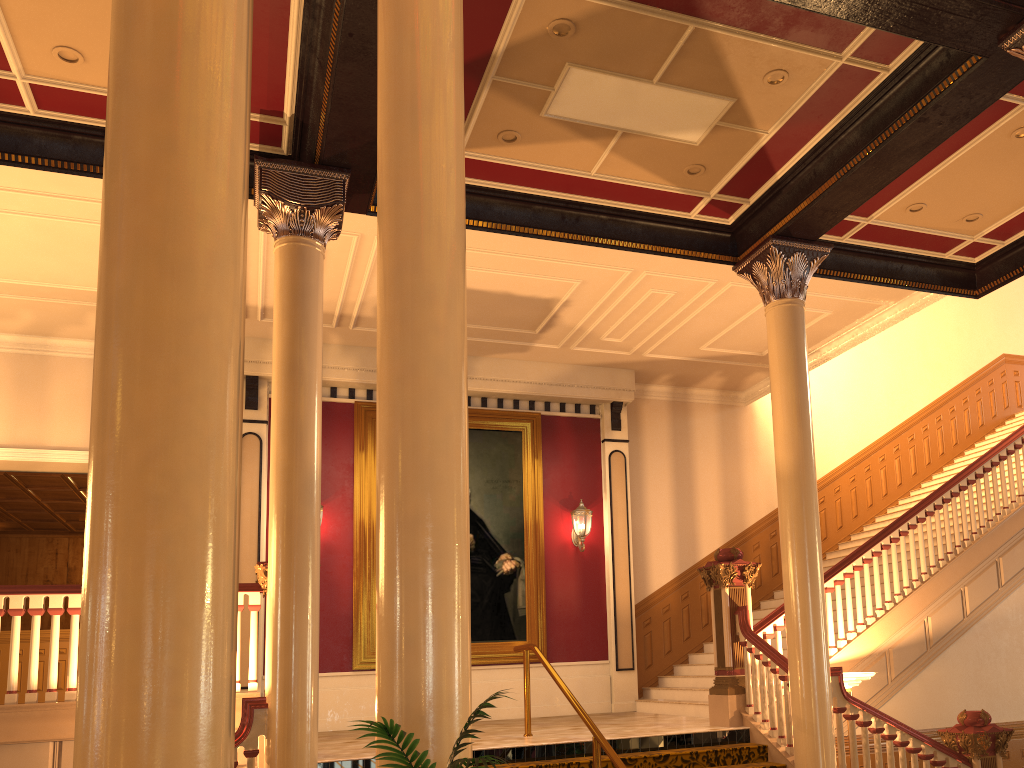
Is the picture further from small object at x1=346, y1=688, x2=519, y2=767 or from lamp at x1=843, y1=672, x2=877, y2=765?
small object at x1=346, y1=688, x2=519, y2=767

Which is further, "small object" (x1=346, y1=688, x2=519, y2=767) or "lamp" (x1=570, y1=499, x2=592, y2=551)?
"lamp" (x1=570, y1=499, x2=592, y2=551)

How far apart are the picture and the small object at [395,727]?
8.6 meters

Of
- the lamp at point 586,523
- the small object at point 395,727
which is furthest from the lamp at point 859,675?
the small object at point 395,727

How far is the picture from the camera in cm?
1101

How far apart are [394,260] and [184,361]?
1.4 meters

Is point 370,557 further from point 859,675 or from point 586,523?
point 859,675

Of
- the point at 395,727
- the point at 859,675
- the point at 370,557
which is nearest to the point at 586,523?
the point at 370,557

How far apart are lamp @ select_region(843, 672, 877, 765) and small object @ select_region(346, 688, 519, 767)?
6.1 meters

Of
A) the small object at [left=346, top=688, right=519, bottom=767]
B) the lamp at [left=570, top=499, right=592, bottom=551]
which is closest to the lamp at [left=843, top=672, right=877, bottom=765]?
the lamp at [left=570, top=499, right=592, bottom=551]
